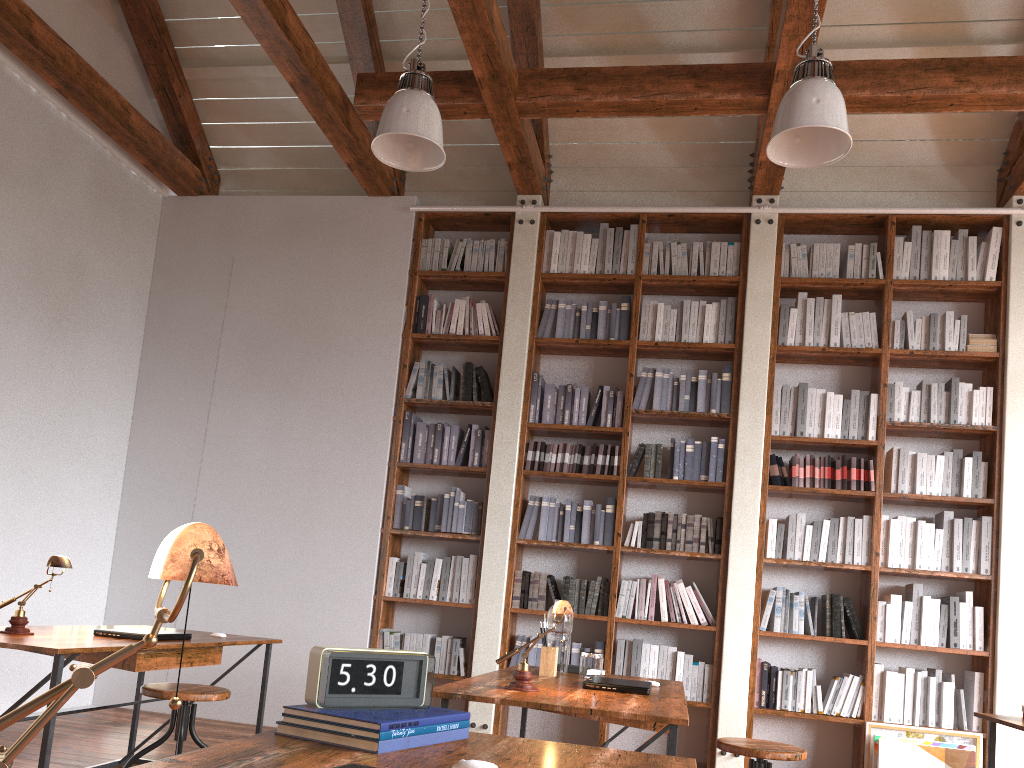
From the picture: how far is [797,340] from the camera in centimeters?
548cm

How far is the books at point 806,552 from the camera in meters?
5.1

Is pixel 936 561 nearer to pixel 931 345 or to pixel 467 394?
pixel 931 345

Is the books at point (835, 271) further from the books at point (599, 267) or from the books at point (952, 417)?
the books at point (599, 267)

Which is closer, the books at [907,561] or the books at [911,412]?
the books at [907,561]

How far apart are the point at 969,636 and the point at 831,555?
0.8 meters

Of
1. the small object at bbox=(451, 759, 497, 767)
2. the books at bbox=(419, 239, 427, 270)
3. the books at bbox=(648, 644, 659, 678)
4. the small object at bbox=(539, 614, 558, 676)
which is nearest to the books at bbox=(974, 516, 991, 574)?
the books at bbox=(648, 644, 659, 678)

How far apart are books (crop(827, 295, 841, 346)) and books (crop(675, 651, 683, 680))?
2.1 meters

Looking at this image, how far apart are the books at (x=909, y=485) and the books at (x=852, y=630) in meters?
0.8 m

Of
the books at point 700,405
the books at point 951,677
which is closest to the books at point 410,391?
the books at point 700,405
